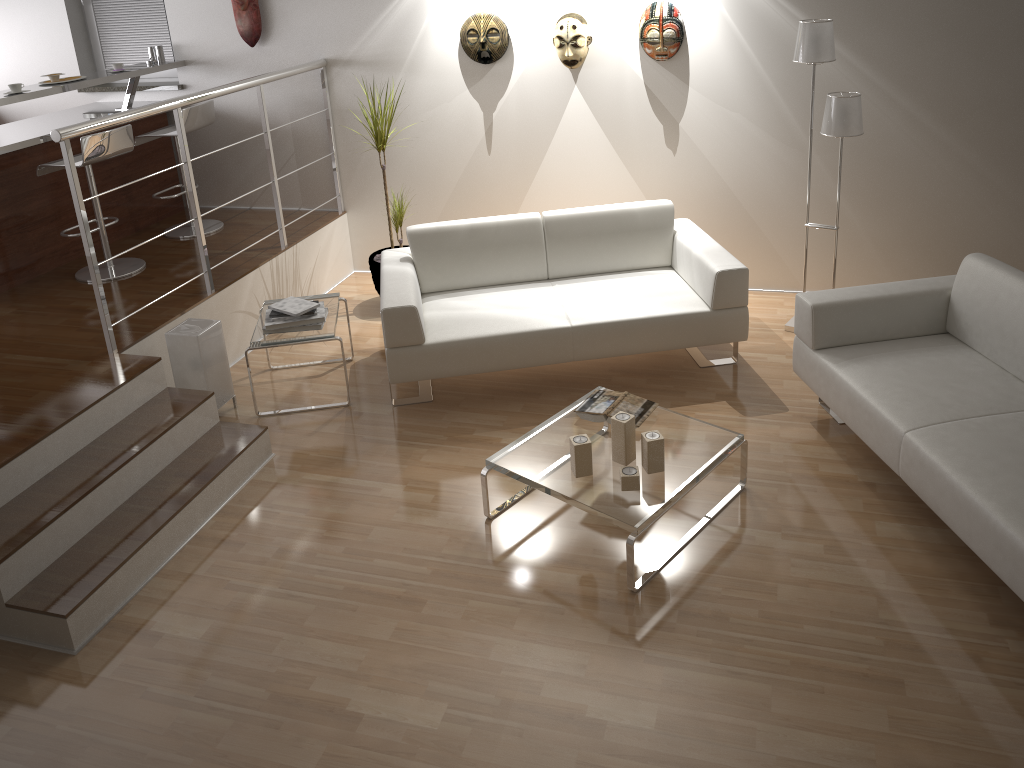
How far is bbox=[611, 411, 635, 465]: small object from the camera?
3.27m

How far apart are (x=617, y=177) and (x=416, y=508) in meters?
2.7 m

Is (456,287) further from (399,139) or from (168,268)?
(168,268)

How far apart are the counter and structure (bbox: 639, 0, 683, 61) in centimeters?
310cm

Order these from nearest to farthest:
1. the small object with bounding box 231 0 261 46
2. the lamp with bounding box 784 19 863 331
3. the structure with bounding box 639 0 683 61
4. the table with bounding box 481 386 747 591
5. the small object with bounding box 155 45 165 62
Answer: the table with bounding box 481 386 747 591, the lamp with bounding box 784 19 863 331, the structure with bounding box 639 0 683 61, the small object with bounding box 231 0 261 46, the small object with bounding box 155 45 165 62

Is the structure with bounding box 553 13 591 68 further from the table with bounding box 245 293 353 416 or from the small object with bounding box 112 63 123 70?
the small object with bounding box 112 63 123 70

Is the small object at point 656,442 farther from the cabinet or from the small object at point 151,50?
the small object at point 151,50

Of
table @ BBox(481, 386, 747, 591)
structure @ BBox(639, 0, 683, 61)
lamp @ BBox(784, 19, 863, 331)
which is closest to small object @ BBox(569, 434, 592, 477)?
table @ BBox(481, 386, 747, 591)

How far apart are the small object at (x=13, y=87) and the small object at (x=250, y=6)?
1.42m

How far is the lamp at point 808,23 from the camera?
4.12m
